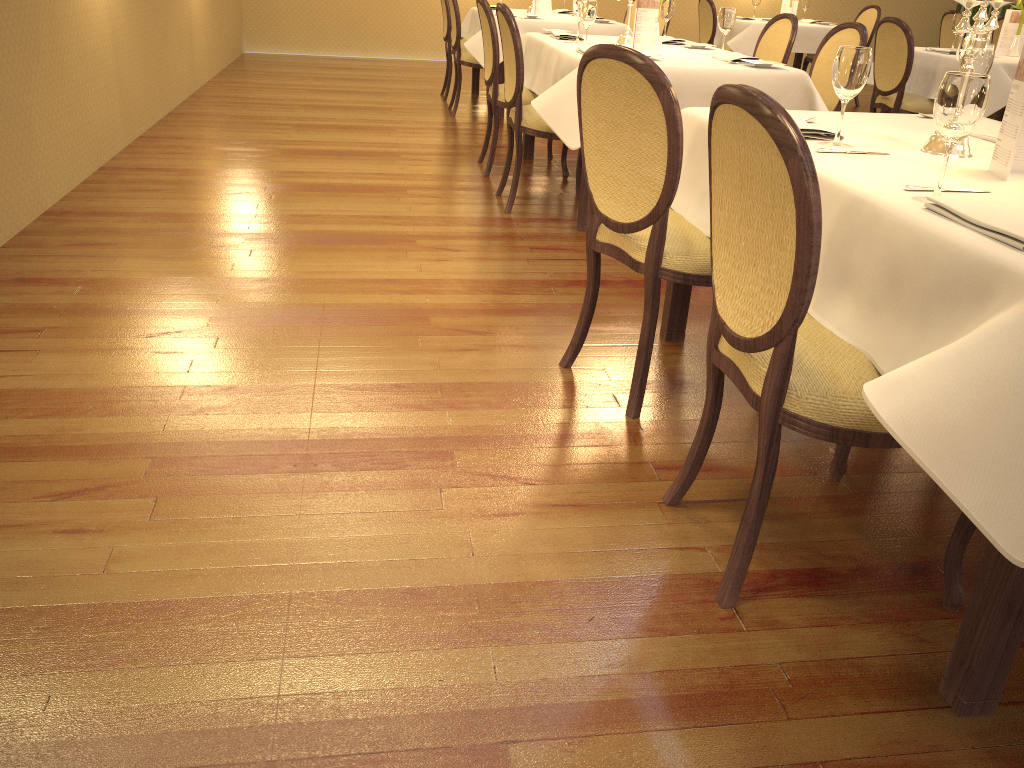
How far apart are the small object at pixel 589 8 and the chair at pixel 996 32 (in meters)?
5.75

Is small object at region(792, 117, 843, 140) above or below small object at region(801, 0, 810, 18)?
below

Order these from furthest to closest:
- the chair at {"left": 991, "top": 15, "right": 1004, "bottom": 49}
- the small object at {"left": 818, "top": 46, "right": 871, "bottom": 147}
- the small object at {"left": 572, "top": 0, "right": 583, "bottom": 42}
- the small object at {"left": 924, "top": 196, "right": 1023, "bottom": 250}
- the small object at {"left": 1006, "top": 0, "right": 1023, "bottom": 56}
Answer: the chair at {"left": 991, "top": 15, "right": 1004, "bottom": 49}, the small object at {"left": 1006, "top": 0, "right": 1023, "bottom": 56}, the small object at {"left": 572, "top": 0, "right": 583, "bottom": 42}, the small object at {"left": 818, "top": 46, "right": 871, "bottom": 147}, the small object at {"left": 924, "top": 196, "right": 1023, "bottom": 250}

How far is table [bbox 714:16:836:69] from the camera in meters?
8.3 m

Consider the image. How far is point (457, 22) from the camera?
6.8m

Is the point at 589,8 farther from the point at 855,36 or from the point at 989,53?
the point at 989,53

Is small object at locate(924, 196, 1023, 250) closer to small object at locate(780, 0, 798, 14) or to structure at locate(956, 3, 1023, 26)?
small object at locate(780, 0, 798, 14)

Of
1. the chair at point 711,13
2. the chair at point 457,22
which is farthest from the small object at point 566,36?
the chair at point 711,13

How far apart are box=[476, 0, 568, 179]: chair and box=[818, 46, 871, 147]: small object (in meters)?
3.04

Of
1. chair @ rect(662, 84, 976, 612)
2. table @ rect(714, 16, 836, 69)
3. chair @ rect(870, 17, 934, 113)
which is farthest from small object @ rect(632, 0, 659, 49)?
table @ rect(714, 16, 836, 69)
